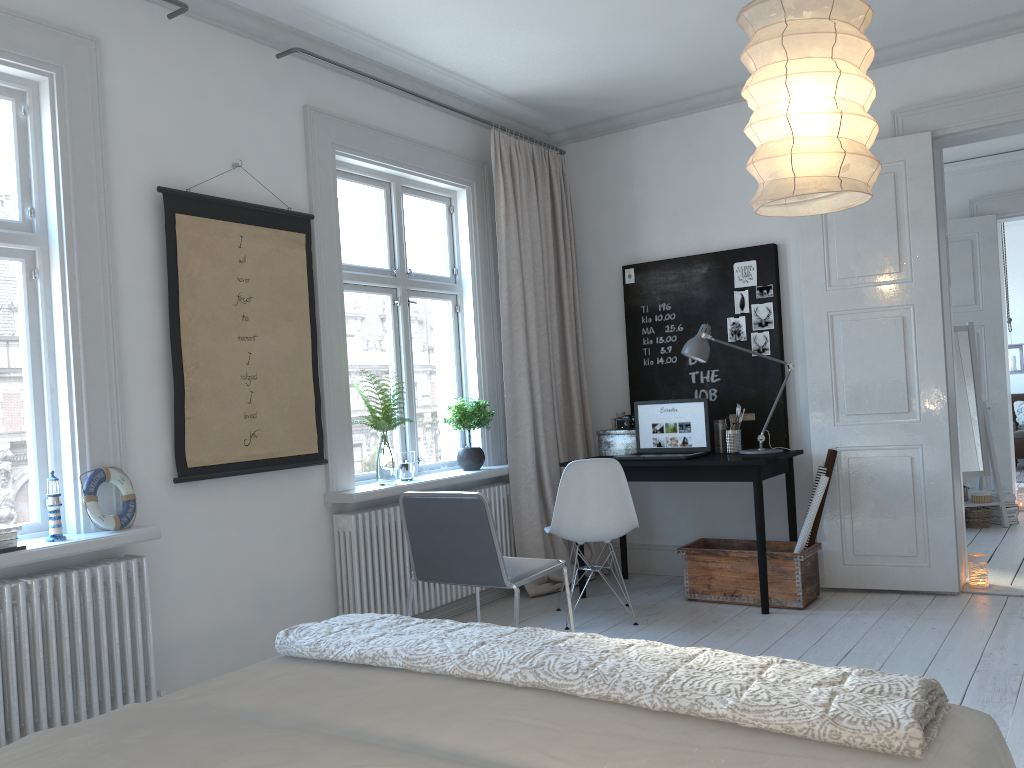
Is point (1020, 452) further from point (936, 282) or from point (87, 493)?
point (87, 493)

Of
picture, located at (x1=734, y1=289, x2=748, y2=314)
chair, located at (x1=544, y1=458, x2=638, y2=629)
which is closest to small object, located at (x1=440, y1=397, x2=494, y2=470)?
chair, located at (x1=544, y1=458, x2=638, y2=629)

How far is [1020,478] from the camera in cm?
894

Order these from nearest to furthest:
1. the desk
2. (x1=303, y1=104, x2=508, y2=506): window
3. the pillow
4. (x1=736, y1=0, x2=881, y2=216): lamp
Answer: (x1=736, y1=0, x2=881, y2=216): lamp → (x1=303, y1=104, x2=508, y2=506): window → the desk → the pillow

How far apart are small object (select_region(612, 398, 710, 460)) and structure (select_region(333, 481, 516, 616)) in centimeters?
71cm

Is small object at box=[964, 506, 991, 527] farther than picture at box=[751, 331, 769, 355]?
Yes

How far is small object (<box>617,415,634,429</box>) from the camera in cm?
510

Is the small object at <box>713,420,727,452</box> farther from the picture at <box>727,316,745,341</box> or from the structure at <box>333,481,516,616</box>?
the structure at <box>333,481,516,616</box>

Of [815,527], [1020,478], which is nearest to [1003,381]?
[1020,478]

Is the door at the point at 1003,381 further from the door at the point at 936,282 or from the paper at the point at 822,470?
the paper at the point at 822,470
